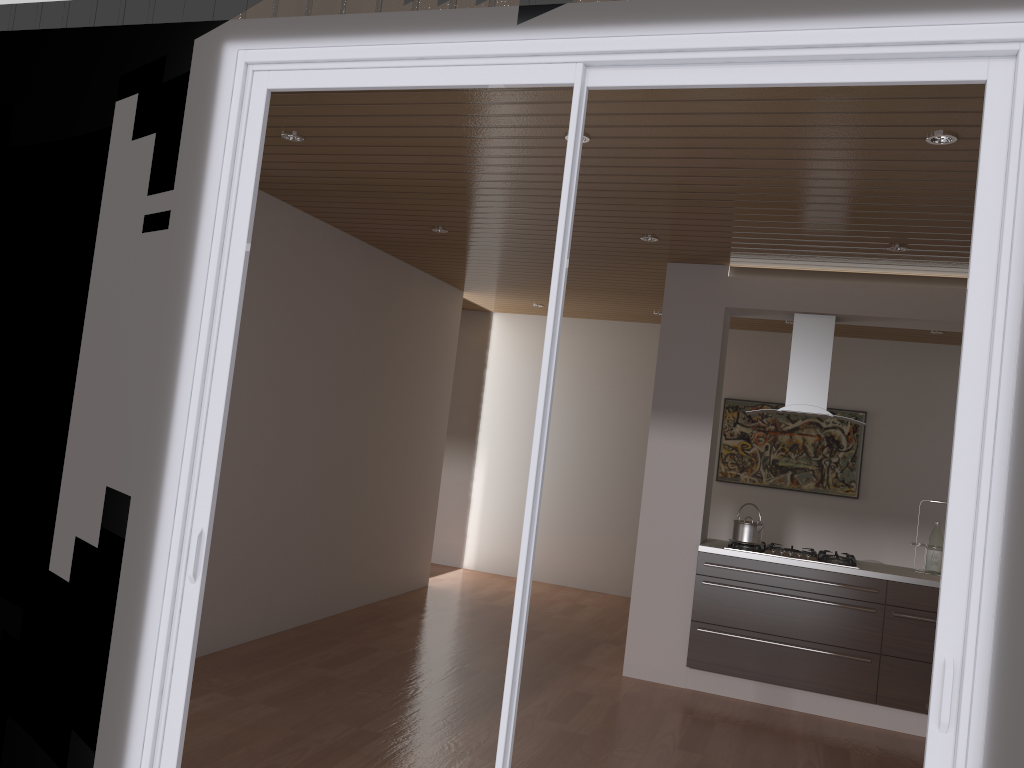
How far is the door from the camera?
2.1m

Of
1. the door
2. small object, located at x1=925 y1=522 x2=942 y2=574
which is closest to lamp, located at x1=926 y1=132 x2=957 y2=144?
the door

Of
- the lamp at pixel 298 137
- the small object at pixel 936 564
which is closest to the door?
the lamp at pixel 298 137

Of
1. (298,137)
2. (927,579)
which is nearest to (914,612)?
(927,579)

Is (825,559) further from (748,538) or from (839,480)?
(839,480)

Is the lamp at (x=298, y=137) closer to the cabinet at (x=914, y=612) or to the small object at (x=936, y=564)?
the cabinet at (x=914, y=612)

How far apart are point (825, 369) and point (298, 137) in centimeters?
346cm

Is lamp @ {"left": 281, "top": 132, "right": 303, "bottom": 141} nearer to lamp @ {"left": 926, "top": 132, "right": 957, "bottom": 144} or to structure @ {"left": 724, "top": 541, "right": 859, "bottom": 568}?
lamp @ {"left": 926, "top": 132, "right": 957, "bottom": 144}

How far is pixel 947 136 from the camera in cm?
313

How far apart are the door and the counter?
3.3 meters
